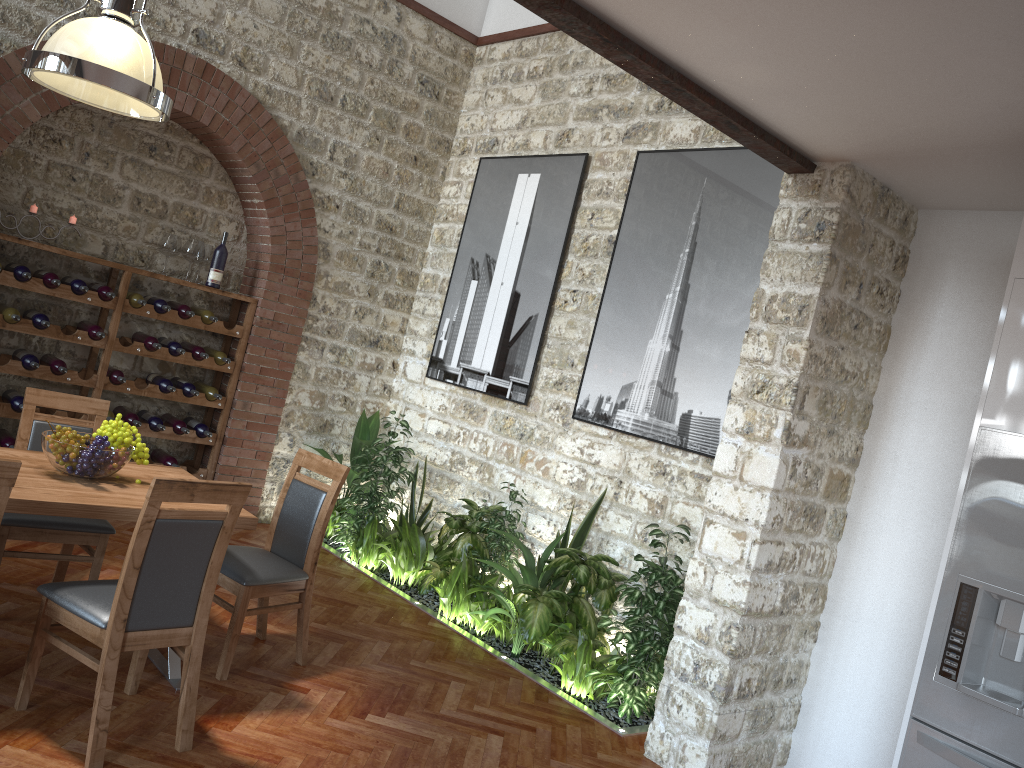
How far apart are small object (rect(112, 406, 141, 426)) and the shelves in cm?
10

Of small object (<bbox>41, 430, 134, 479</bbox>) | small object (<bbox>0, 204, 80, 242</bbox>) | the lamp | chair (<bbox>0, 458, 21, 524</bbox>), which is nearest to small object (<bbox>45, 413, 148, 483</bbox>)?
small object (<bbox>41, 430, 134, 479</bbox>)

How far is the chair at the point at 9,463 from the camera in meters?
2.7

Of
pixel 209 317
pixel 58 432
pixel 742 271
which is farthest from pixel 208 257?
pixel 742 271

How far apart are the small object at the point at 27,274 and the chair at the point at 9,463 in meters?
3.4 m

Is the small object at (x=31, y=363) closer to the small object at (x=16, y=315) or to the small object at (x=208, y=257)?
the small object at (x=16, y=315)

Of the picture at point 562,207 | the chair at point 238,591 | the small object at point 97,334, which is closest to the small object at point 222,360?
the small object at point 97,334

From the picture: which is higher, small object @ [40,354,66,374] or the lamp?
the lamp

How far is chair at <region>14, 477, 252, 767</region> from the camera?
3.0m

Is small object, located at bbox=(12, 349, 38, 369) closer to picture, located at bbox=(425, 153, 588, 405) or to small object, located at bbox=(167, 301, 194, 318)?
small object, located at bbox=(167, 301, 194, 318)
